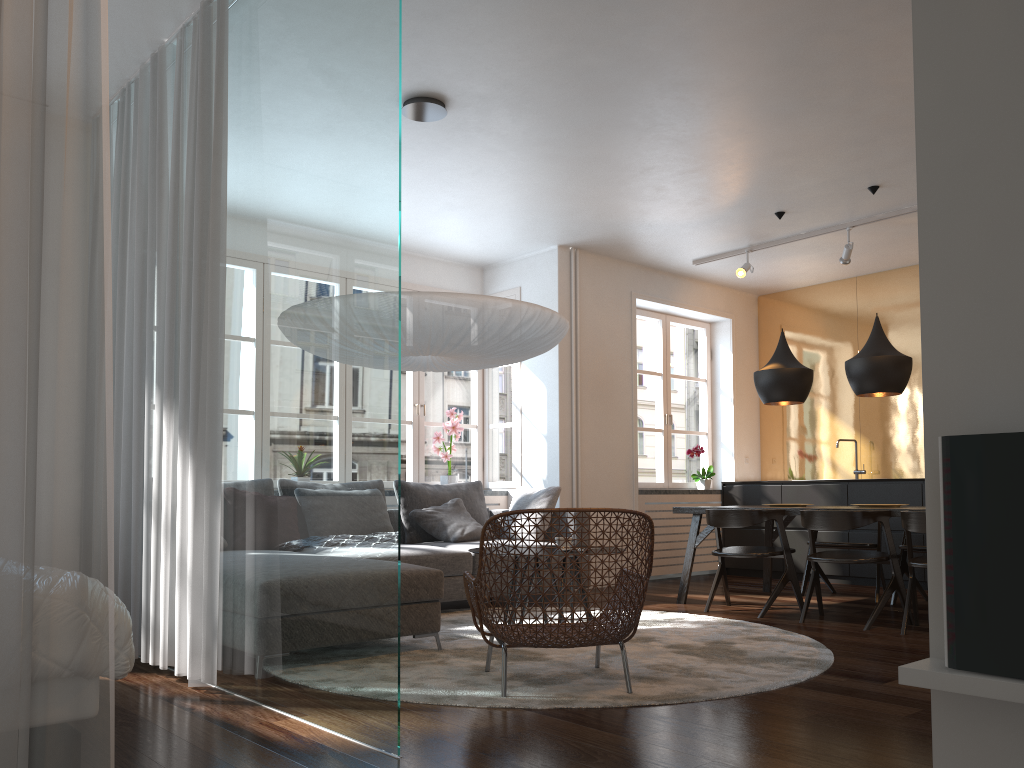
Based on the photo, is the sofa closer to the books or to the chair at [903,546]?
the chair at [903,546]

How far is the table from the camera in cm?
608

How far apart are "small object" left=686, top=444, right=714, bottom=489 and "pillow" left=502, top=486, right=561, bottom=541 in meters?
2.2 m

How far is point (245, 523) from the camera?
3.4m

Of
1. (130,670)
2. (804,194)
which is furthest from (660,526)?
(130,670)

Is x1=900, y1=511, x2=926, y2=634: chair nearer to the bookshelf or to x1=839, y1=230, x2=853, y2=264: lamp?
x1=839, y1=230, x2=853, y2=264: lamp

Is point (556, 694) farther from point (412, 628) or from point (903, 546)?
point (903, 546)

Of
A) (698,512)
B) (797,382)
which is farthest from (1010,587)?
(797,382)

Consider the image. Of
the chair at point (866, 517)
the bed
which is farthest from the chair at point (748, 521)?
the bed

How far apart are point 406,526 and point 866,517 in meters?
3.1
